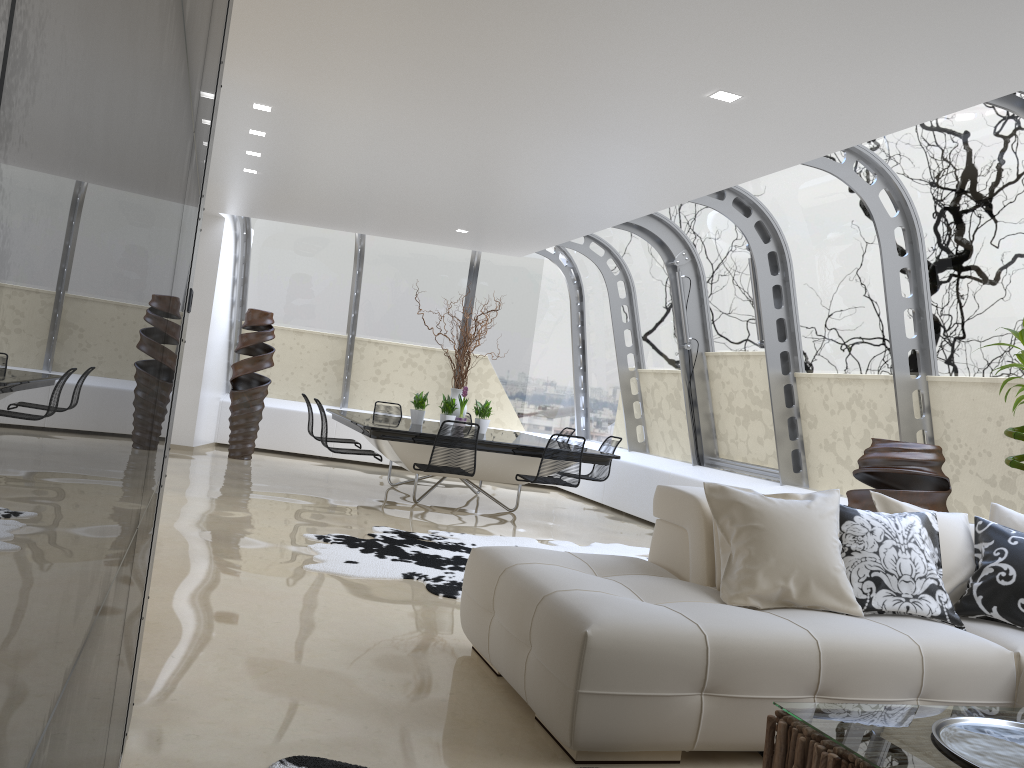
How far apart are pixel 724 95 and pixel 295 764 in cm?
380

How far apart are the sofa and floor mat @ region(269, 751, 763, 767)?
0.7m

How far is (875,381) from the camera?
6.93m

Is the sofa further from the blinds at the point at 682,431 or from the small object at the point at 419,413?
the blinds at the point at 682,431

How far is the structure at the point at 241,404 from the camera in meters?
10.6

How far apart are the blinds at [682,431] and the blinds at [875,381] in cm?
216

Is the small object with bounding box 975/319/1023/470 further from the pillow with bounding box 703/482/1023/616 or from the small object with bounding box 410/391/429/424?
the small object with bounding box 410/391/429/424

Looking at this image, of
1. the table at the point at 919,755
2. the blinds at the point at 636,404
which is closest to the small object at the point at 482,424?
the blinds at the point at 636,404

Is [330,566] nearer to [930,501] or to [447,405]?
[930,501]

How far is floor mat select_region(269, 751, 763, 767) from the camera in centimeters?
260cm
